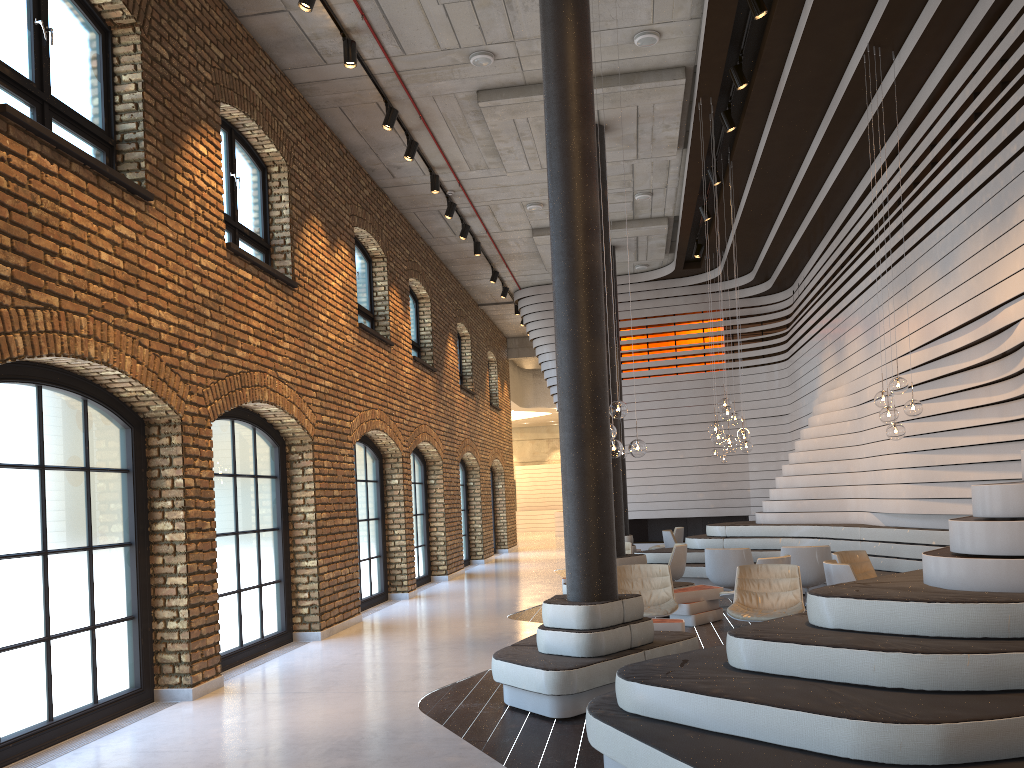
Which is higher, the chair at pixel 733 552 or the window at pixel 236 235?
the window at pixel 236 235

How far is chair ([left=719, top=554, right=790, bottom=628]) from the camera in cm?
878

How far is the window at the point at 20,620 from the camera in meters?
5.5

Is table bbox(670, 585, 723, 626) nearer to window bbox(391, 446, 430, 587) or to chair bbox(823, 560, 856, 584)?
chair bbox(823, 560, 856, 584)

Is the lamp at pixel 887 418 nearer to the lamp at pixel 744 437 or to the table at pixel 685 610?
the table at pixel 685 610

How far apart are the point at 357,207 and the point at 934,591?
9.5m

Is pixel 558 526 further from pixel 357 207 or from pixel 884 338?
pixel 884 338

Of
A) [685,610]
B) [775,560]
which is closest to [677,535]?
[685,610]

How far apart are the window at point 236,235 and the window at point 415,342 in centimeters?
626cm

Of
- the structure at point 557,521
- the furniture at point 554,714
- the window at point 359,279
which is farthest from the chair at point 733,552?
the structure at point 557,521
